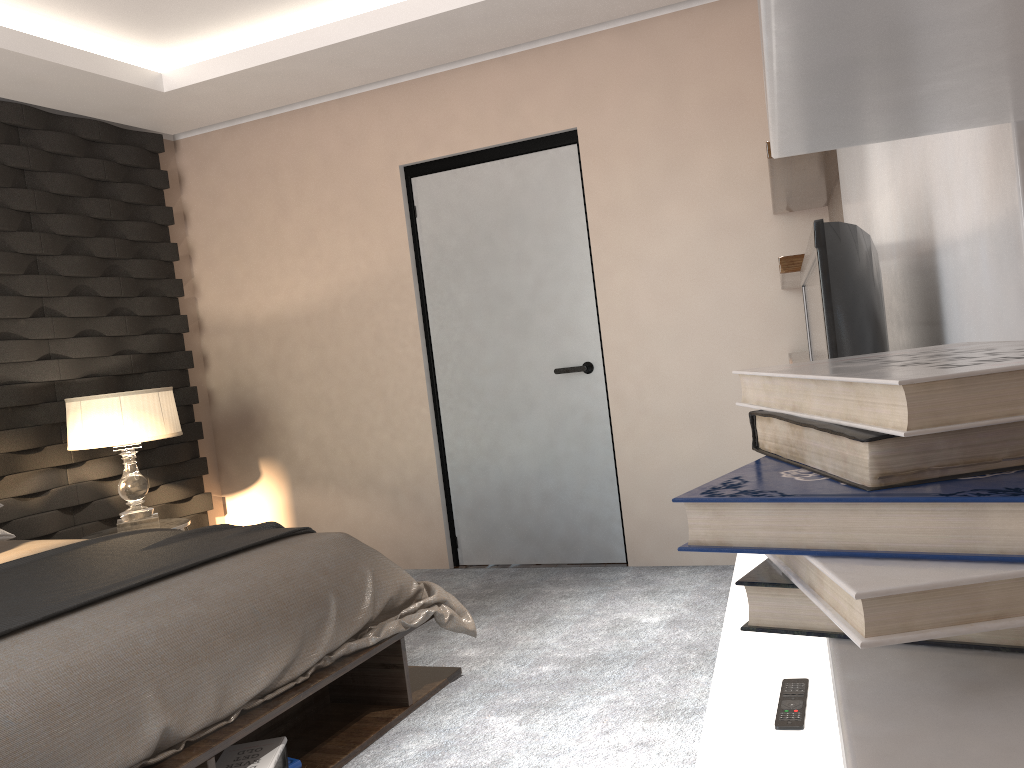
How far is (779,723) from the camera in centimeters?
149cm

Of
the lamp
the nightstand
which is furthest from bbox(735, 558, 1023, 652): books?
the nightstand

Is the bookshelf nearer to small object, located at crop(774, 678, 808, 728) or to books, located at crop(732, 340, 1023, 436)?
books, located at crop(732, 340, 1023, 436)

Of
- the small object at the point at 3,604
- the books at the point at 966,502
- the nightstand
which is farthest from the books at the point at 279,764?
the books at the point at 966,502

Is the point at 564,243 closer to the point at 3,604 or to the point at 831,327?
the point at 3,604

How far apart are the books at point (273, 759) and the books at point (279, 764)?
0.0 meters

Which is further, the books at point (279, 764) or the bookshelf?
the books at point (279, 764)

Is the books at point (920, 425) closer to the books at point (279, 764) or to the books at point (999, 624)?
the books at point (999, 624)

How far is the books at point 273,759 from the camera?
2.3 meters

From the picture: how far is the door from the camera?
4.2m
